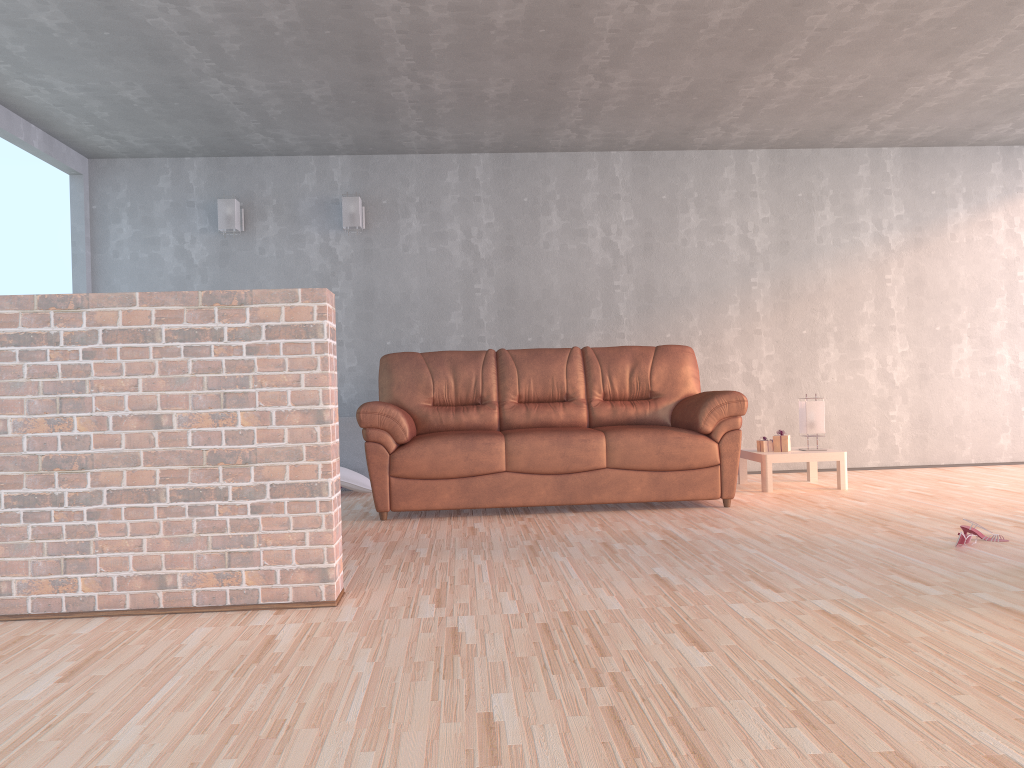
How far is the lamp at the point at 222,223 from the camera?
6.3m

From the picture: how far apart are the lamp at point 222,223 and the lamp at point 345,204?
0.78m

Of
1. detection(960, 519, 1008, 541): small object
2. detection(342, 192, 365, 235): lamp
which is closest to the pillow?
detection(342, 192, 365, 235): lamp

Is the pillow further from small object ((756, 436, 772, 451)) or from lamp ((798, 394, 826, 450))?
lamp ((798, 394, 826, 450))

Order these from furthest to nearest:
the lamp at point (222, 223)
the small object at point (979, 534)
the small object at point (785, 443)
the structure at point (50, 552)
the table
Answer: the lamp at point (222, 223) < the small object at point (785, 443) < the table < the small object at point (979, 534) < the structure at point (50, 552)

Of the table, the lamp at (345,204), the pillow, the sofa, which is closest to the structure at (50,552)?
the sofa

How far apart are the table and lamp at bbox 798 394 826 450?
0.1m

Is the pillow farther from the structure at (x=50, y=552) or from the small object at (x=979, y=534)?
the small object at (x=979, y=534)

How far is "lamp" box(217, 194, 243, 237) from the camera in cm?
634

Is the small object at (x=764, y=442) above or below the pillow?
above
